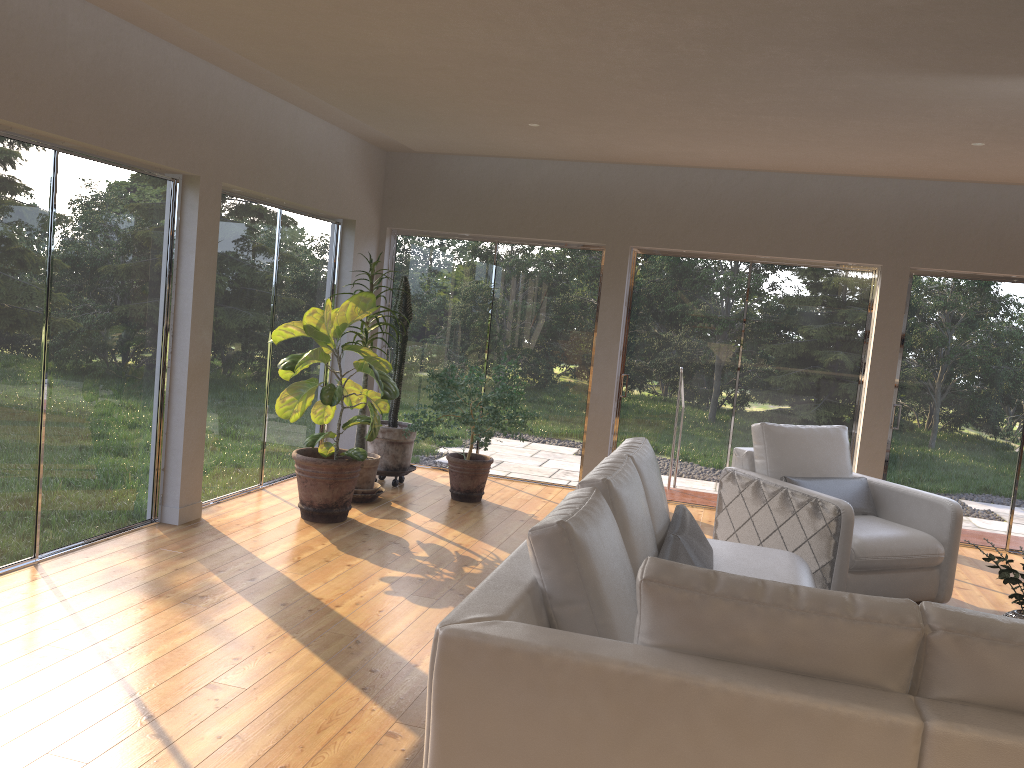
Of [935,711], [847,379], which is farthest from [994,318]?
[935,711]

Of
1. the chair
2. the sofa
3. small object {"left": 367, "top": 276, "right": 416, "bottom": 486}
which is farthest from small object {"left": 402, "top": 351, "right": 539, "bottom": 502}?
the sofa

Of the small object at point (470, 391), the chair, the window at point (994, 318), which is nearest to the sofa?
the chair

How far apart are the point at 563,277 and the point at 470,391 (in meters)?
1.72

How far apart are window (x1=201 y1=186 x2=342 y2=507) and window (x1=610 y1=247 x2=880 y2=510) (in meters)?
2.50

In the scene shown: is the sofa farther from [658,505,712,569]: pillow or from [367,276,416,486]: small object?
[367,276,416,486]: small object

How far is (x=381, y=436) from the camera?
7.1 meters

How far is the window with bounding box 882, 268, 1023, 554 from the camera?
6.9m

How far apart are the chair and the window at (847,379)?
1.40m

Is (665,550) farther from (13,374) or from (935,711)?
(13,374)
